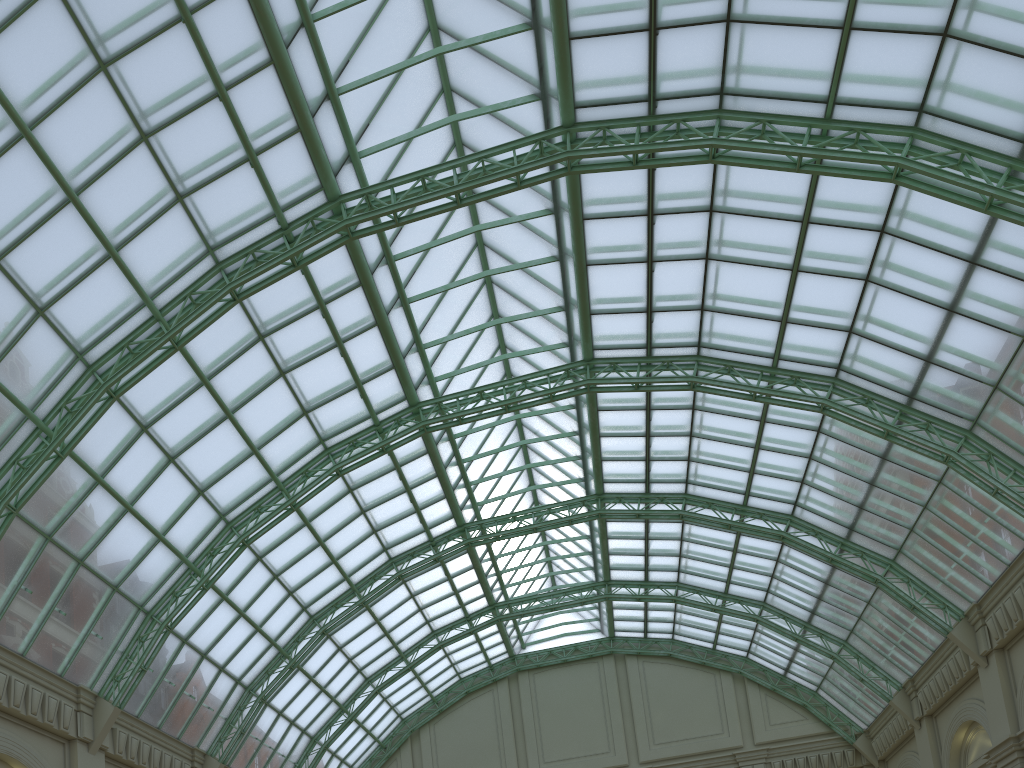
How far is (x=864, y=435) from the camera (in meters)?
33.11

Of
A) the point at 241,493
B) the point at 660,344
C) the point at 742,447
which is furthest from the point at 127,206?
the point at 742,447
